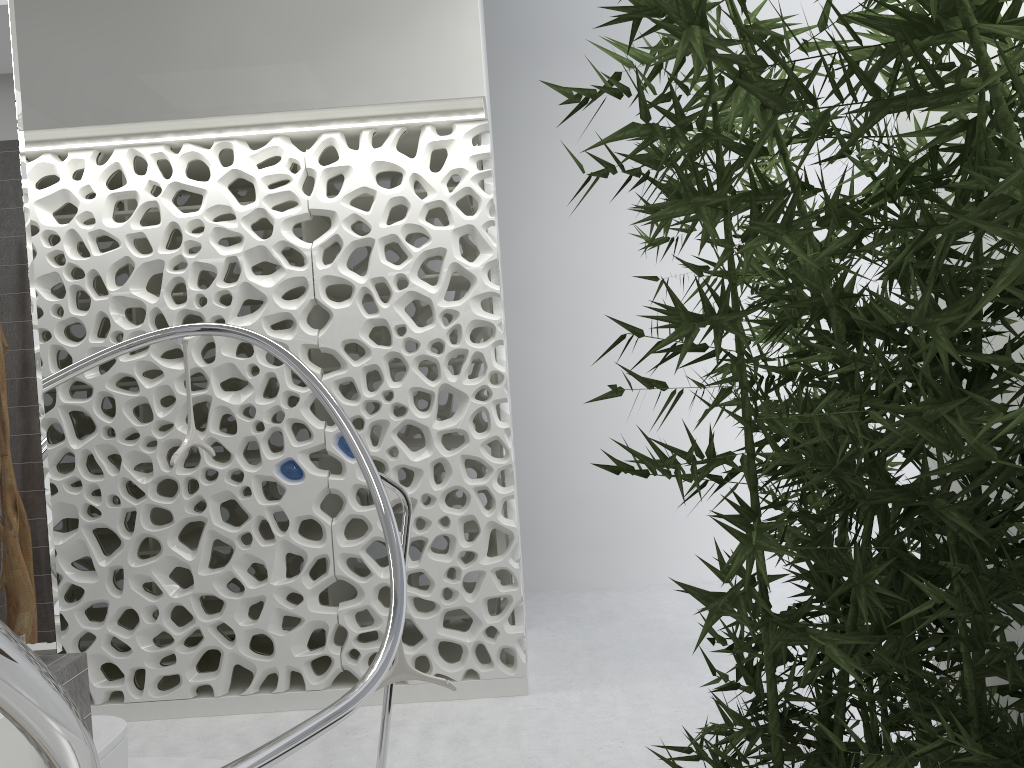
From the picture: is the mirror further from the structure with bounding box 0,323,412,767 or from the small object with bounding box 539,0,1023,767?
the small object with bounding box 539,0,1023,767

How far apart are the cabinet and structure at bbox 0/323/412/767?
0.6m

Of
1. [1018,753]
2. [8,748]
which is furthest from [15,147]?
[1018,753]

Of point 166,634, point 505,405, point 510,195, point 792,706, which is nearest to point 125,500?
point 166,634

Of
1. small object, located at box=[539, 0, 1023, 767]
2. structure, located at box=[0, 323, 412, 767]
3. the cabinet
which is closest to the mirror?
the cabinet

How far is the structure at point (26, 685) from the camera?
0.89m

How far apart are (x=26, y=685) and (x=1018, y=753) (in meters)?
1.51

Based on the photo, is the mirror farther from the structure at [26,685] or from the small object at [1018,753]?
the small object at [1018,753]

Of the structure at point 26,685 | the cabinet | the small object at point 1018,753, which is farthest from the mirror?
the small object at point 1018,753

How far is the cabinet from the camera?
2.3 meters
